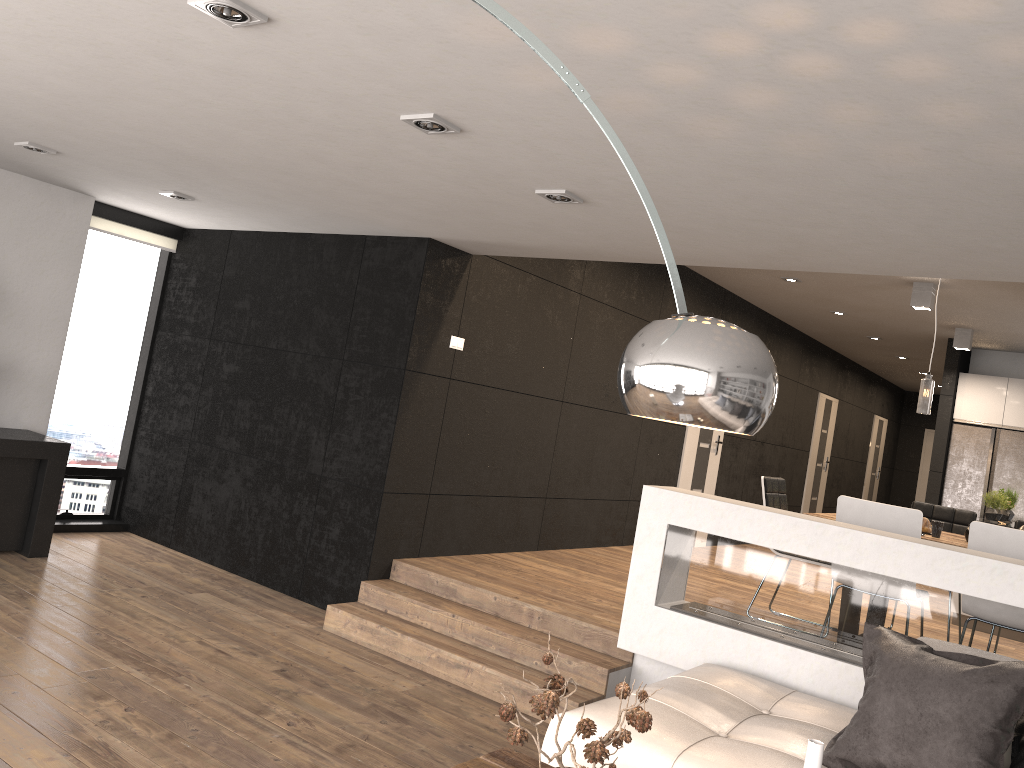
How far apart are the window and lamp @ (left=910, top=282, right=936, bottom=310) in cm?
622

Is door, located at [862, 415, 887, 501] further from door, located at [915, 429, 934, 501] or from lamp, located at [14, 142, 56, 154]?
lamp, located at [14, 142, 56, 154]

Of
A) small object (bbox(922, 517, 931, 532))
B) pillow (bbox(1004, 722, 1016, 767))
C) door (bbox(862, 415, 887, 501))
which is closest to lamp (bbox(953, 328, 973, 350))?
small object (bbox(922, 517, 931, 532))

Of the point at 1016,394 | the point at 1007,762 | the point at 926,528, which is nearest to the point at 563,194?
the point at 1007,762

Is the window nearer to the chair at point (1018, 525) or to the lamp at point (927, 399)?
the lamp at point (927, 399)

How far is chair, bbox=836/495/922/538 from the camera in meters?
4.6 m

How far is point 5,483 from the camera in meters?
5.6 m

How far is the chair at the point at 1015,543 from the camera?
4.35m

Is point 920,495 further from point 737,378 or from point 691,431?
point 737,378

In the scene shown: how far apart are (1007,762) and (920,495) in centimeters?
1523cm
